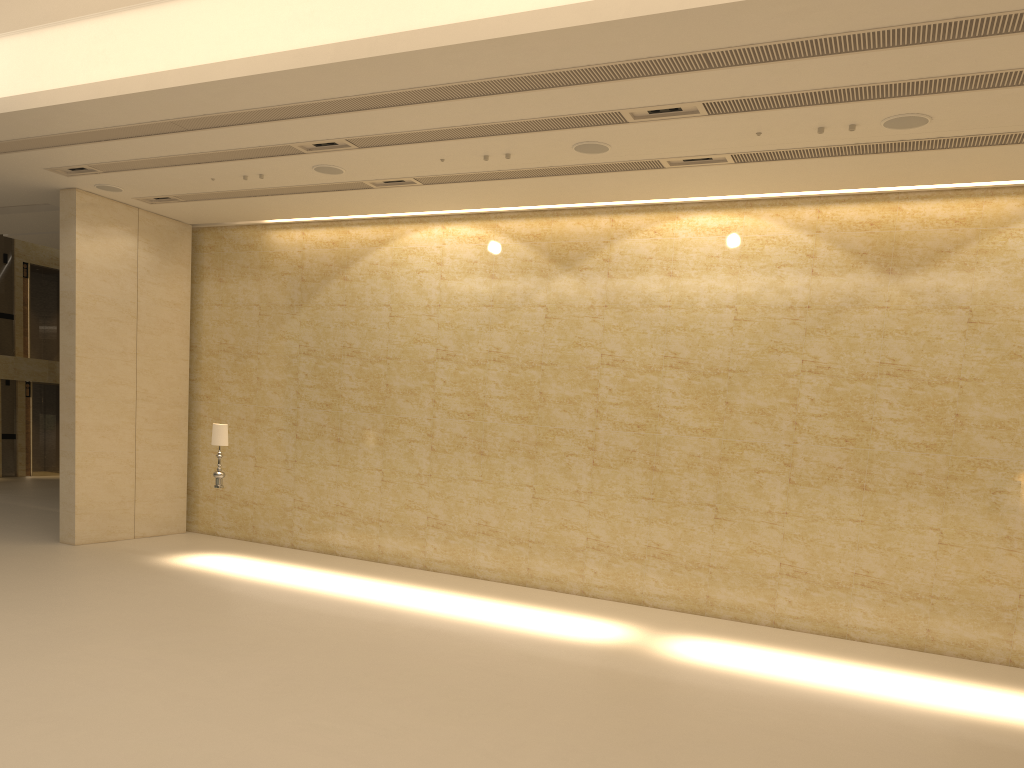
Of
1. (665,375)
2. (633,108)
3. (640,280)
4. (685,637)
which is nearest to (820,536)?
(685,637)

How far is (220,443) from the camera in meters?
13.6 m

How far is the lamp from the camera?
13.6 meters

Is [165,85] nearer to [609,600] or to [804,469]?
[609,600]

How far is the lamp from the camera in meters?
13.6 m
